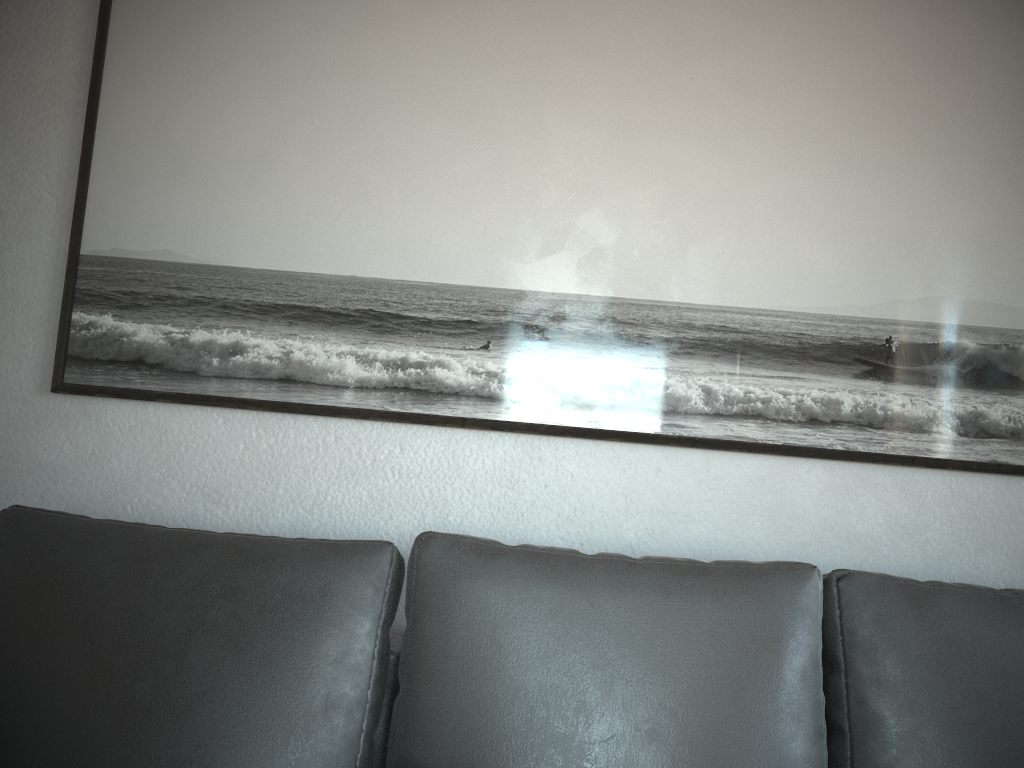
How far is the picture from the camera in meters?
1.6

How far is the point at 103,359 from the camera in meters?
1.6 m

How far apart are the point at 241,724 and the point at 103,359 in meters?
0.8 m

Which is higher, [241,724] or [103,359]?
[103,359]

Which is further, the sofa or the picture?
the picture

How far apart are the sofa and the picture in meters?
0.4

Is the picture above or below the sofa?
above

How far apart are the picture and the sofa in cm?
35

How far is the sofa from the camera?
1.1 meters

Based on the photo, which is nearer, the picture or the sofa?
the sofa
